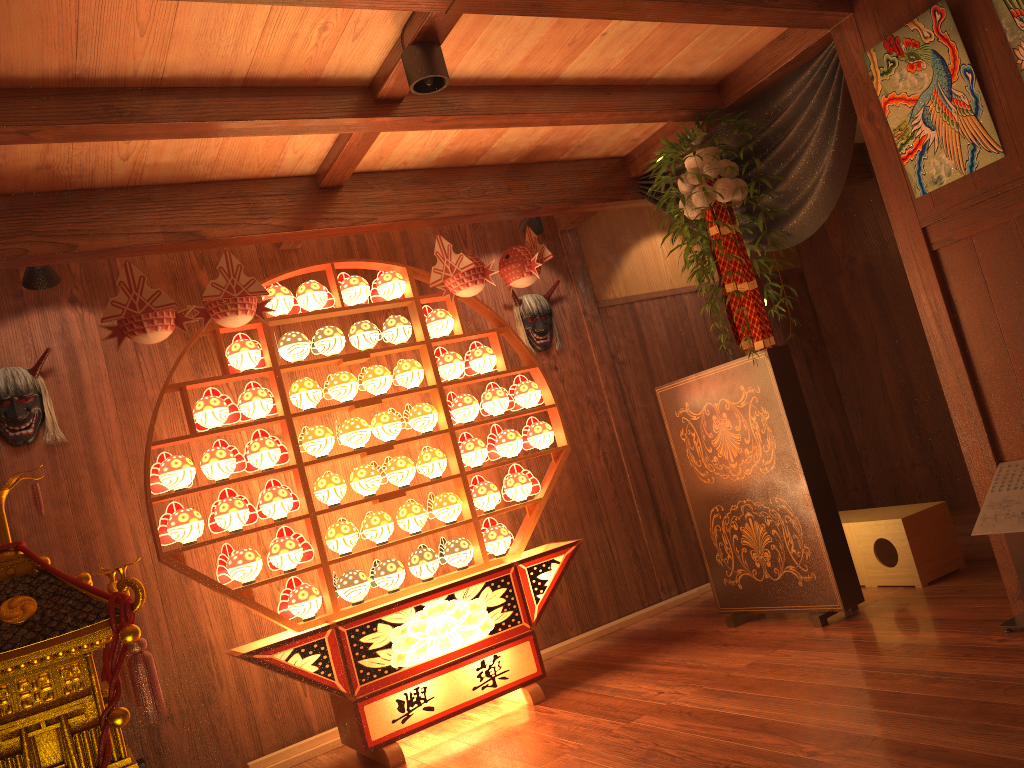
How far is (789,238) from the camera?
4.0 meters

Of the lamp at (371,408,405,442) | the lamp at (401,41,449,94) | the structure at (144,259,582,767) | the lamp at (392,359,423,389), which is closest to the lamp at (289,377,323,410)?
the structure at (144,259,582,767)

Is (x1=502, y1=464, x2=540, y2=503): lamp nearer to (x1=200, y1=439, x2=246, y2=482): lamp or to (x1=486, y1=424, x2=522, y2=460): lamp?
(x1=486, y1=424, x2=522, y2=460): lamp

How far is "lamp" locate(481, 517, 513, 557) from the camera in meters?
4.2

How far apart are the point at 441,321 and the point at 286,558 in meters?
1.3 m

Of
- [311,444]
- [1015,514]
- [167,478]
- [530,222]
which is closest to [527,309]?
[530,222]

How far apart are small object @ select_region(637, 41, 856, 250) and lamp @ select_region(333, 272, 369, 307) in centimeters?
165cm

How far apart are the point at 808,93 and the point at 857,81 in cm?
32

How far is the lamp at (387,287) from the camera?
4.3 meters

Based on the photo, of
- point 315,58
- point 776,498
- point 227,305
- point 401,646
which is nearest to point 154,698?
point 401,646
